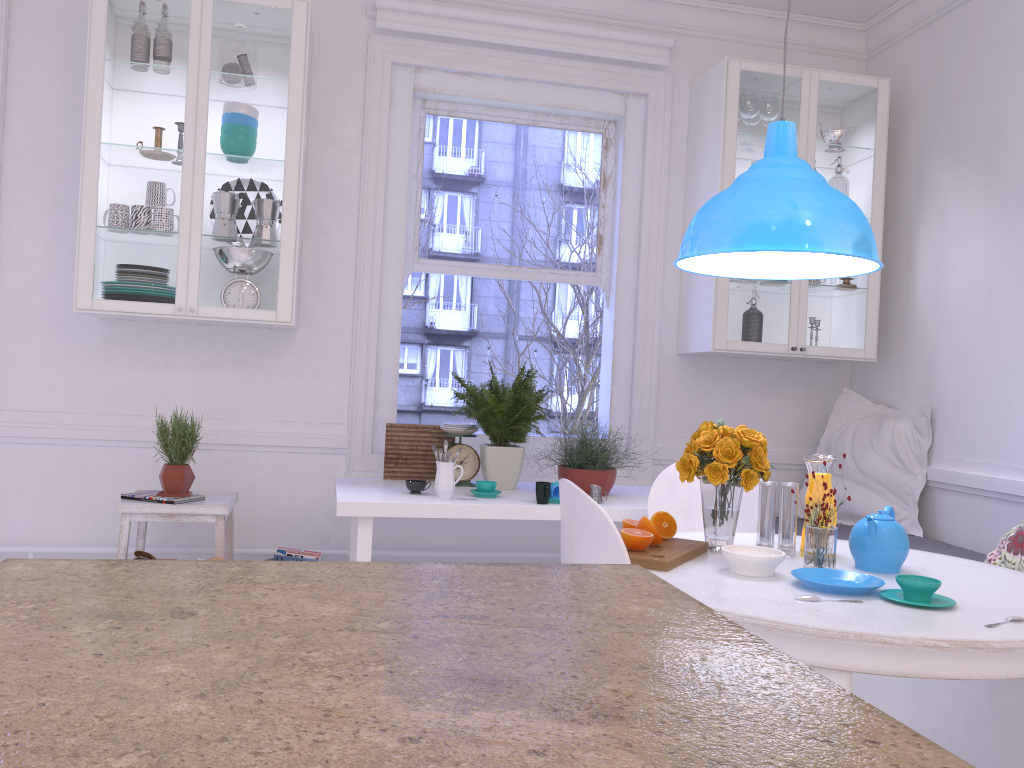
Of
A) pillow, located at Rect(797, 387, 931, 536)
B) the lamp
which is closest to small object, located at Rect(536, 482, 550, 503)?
the lamp

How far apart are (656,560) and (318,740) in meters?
1.6

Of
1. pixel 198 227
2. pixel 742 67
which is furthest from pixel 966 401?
pixel 198 227

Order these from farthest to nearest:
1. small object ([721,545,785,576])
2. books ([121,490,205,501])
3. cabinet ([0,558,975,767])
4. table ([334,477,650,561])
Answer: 1. books ([121,490,205,501])
2. table ([334,477,650,561])
3. small object ([721,545,785,576])
4. cabinet ([0,558,975,767])

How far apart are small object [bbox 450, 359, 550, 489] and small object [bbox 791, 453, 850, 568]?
1.5m

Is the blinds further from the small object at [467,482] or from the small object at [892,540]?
the small object at [892,540]

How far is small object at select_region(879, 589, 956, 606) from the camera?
1.81m

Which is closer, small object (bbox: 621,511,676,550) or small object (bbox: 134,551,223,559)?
small object (bbox: 621,511,676,550)

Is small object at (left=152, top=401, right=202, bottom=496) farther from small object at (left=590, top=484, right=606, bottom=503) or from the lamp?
the lamp

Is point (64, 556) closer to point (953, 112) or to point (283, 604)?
point (283, 604)
